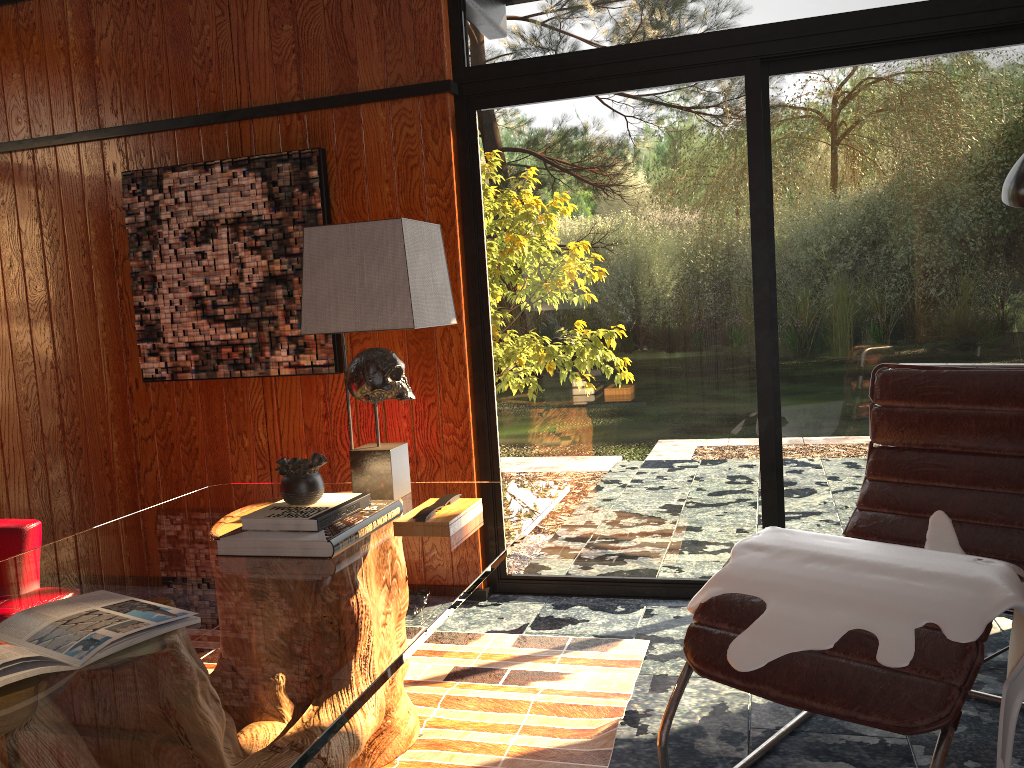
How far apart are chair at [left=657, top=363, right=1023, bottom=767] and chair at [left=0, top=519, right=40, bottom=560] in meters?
1.6 m

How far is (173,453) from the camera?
3.78m

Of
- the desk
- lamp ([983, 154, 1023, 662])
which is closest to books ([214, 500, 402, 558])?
the desk

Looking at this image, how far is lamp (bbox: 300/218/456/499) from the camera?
2.20m

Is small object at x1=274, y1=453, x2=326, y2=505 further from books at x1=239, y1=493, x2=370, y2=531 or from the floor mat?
the floor mat

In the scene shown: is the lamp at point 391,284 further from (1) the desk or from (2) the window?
(2) the window

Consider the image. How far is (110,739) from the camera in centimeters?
110cm

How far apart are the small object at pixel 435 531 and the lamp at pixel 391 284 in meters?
0.2 m

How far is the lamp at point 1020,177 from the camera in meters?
Result: 2.3 m

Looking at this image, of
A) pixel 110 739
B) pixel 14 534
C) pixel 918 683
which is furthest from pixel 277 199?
pixel 918 683
